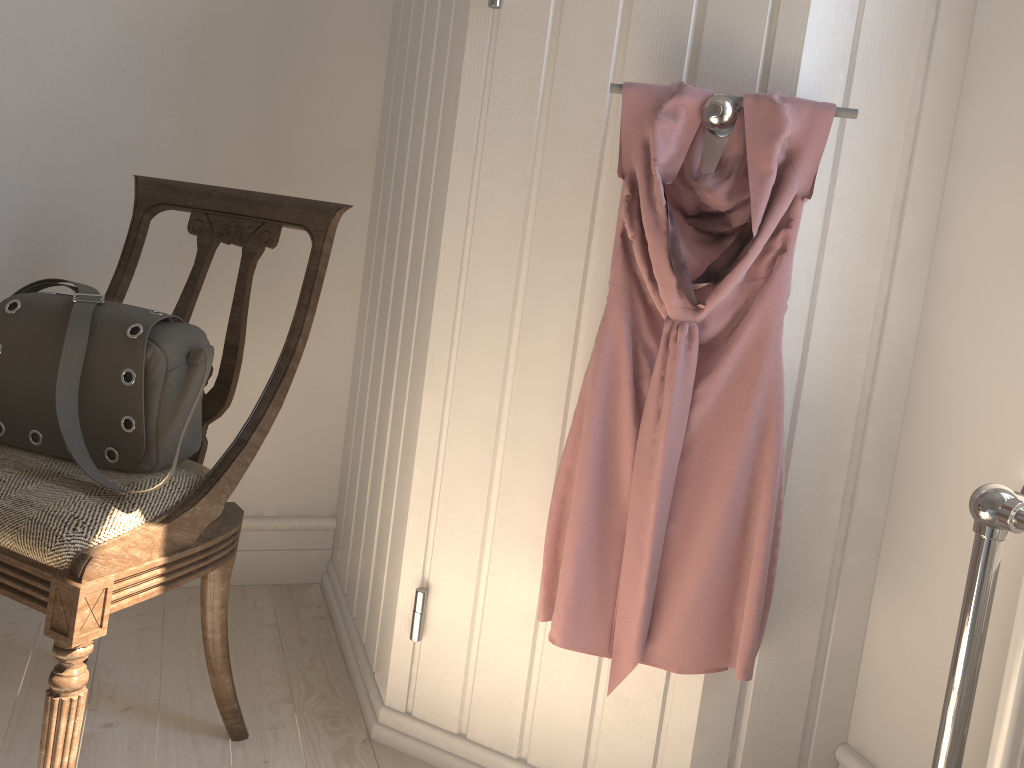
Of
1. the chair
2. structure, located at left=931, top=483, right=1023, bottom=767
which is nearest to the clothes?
structure, located at left=931, top=483, right=1023, bottom=767

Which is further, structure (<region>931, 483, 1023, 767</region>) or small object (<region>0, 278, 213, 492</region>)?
small object (<region>0, 278, 213, 492</region>)

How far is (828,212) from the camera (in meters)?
1.22

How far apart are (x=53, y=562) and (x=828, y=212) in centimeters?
111cm

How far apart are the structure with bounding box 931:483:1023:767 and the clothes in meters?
0.2

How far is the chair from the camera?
1.07m

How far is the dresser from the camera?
1.22m

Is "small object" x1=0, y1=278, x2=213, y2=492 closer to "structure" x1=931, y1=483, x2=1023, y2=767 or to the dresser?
the dresser

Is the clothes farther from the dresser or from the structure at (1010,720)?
the structure at (1010,720)

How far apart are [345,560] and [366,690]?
0.37m
